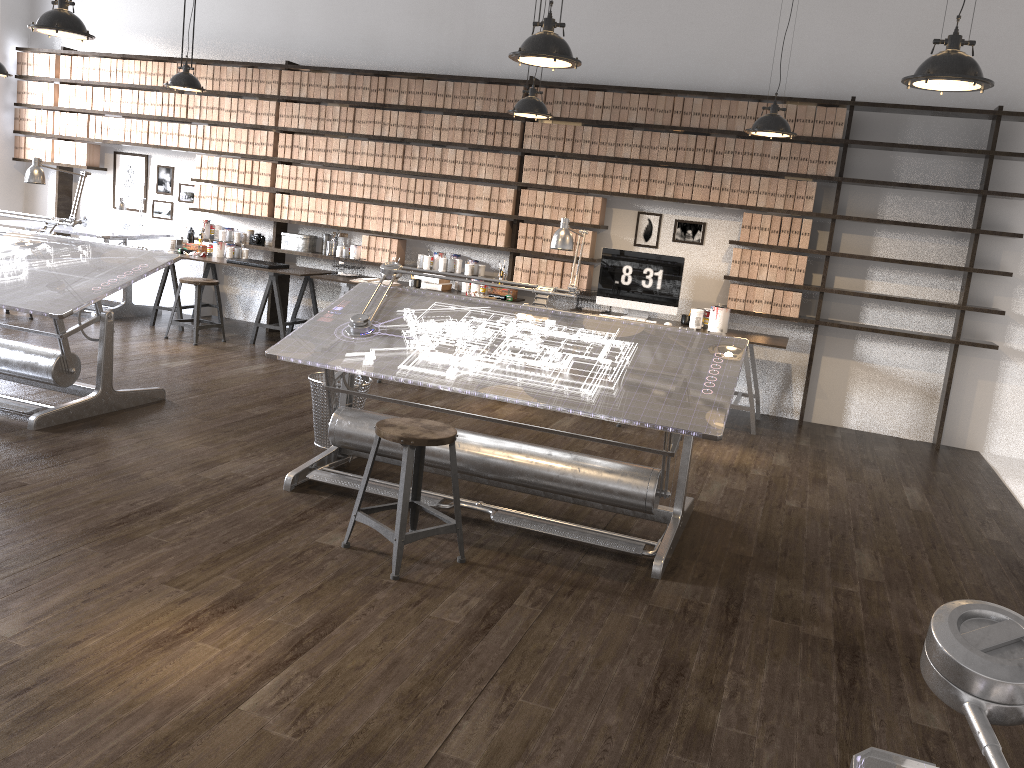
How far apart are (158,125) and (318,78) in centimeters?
177cm

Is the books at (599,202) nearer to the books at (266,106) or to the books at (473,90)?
the books at (473,90)

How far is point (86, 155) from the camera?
8.65m

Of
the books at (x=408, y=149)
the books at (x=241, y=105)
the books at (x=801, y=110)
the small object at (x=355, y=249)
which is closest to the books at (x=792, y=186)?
the books at (x=801, y=110)

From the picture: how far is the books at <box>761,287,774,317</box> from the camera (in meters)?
6.73

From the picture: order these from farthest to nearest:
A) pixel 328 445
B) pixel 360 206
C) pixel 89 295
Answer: pixel 360 206
pixel 328 445
pixel 89 295

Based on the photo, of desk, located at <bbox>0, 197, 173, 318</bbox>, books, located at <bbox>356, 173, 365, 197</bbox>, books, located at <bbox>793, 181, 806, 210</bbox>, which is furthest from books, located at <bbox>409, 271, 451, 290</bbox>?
books, located at <bbox>793, 181, 806, 210</bbox>

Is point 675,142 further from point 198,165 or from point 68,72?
point 68,72

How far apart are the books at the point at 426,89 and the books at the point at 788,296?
3.3 meters

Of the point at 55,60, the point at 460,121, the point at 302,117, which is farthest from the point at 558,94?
the point at 55,60
